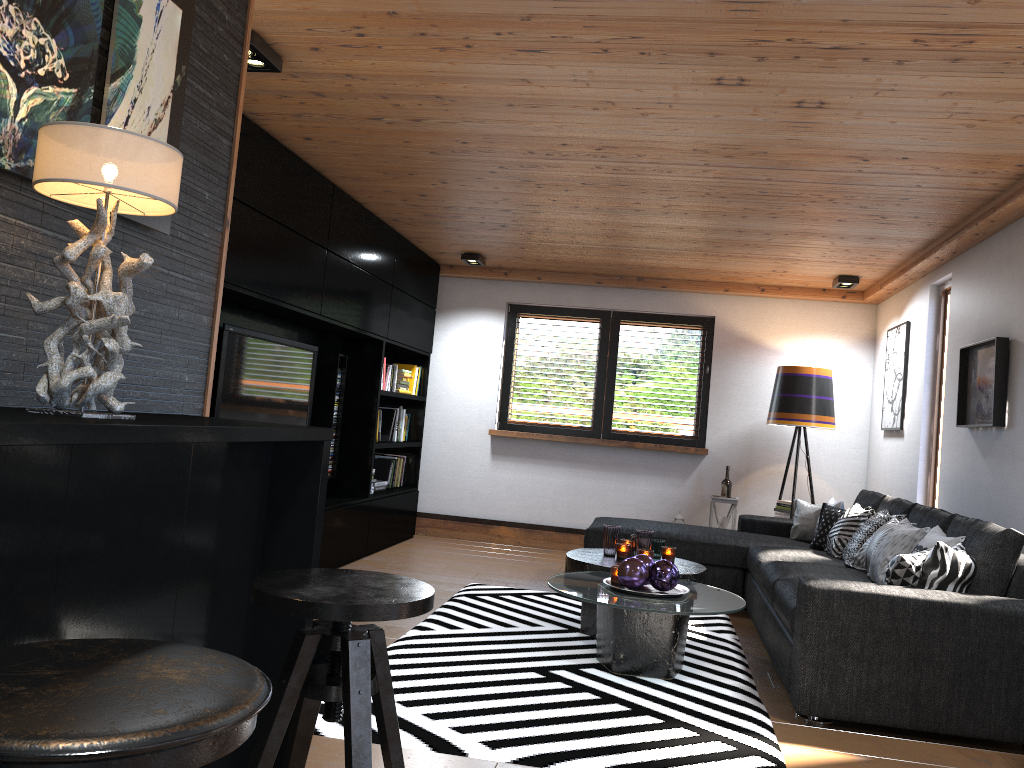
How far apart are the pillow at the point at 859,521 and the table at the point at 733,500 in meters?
1.4 m

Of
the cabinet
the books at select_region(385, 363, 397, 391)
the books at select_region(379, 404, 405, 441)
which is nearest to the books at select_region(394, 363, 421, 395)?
the books at select_region(379, 404, 405, 441)

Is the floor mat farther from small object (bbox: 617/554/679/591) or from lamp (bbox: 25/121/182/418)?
lamp (bbox: 25/121/182/418)

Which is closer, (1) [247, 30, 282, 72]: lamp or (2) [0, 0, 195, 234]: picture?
(2) [0, 0, 195, 234]: picture

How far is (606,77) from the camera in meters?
3.3 m

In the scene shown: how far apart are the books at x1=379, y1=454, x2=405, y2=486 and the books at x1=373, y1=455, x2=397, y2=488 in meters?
0.2

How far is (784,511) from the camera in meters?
6.8 m

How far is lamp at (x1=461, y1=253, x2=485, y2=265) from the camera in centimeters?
711cm

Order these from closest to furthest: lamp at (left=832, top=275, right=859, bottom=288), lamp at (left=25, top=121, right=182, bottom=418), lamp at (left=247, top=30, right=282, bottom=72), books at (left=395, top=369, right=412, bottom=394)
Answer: lamp at (left=25, top=121, right=182, bottom=418), lamp at (left=247, top=30, right=282, bottom=72), lamp at (left=832, top=275, right=859, bottom=288), books at (left=395, top=369, right=412, bottom=394)

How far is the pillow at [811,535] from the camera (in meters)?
6.00
